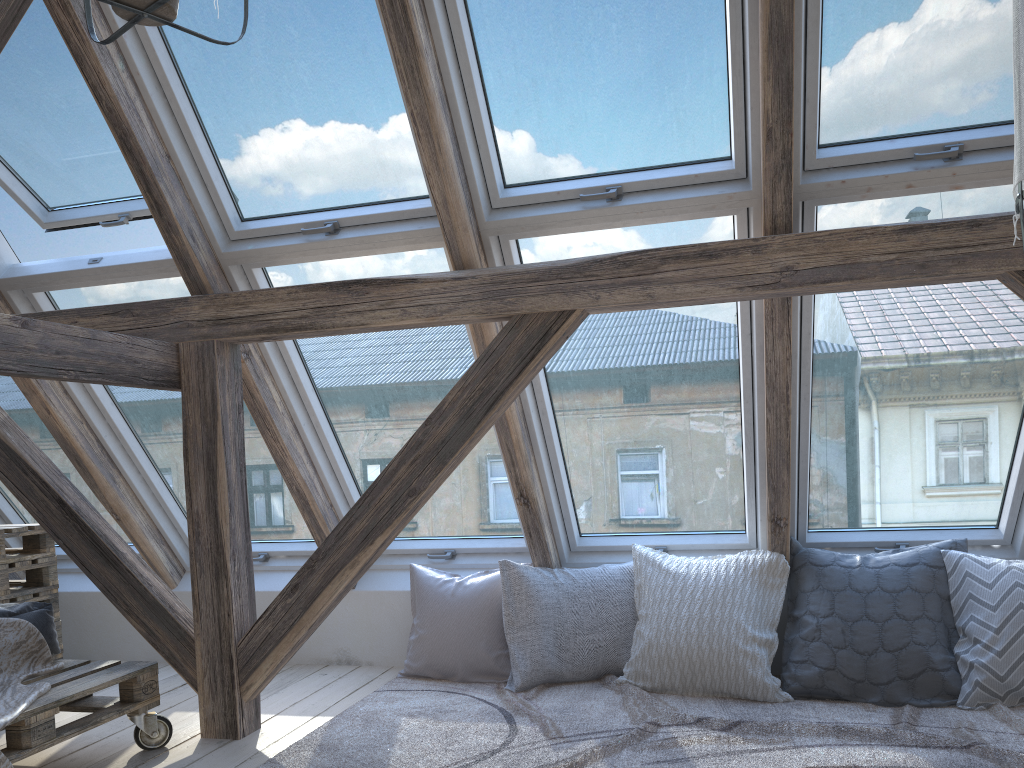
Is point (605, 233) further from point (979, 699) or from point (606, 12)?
point (979, 699)

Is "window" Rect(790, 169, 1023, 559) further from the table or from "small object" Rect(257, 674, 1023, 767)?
the table

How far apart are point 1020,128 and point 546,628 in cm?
253

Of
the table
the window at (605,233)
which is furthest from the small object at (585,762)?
the table

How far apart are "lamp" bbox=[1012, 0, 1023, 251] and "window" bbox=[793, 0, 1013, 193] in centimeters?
119cm

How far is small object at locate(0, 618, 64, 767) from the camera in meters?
2.3 m

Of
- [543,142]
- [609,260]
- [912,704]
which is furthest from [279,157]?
[912,704]

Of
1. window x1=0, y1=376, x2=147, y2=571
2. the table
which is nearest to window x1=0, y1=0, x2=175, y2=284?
window x1=0, y1=376, x2=147, y2=571

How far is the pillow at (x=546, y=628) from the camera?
3.3 meters

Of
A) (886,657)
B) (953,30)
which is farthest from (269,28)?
(886,657)
